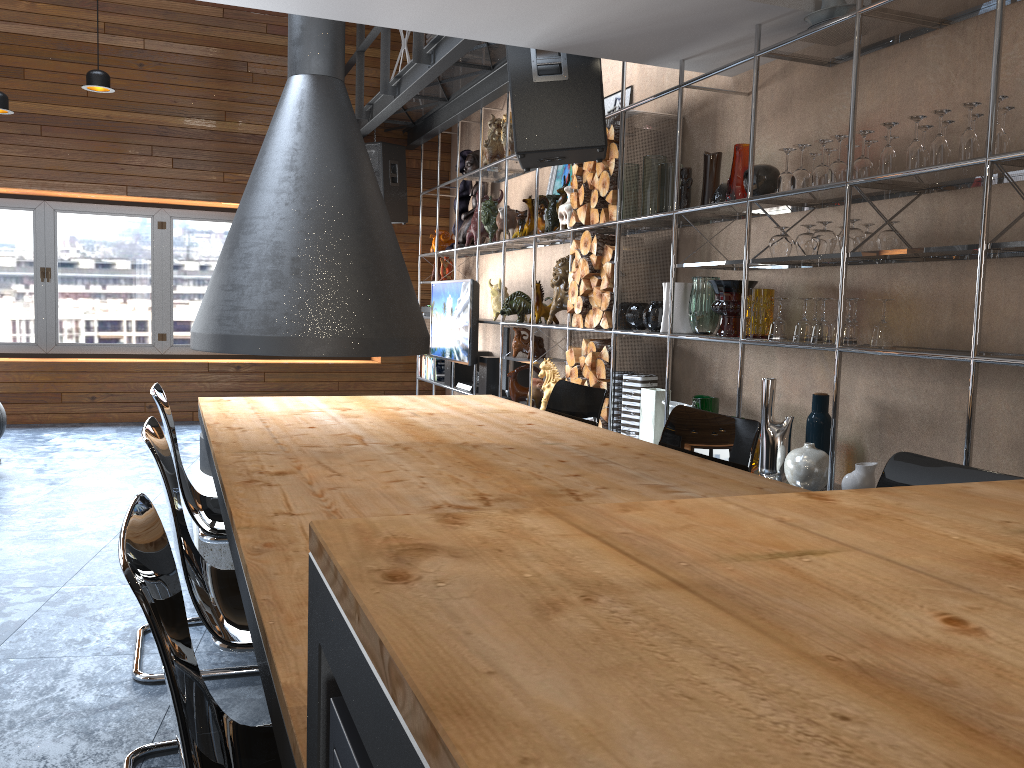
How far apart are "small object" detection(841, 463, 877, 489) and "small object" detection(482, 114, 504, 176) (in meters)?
4.38

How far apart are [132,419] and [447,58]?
4.47m

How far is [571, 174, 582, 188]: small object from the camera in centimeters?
501cm

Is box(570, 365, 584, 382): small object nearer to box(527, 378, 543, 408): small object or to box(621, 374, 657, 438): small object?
box(621, 374, 657, 438): small object

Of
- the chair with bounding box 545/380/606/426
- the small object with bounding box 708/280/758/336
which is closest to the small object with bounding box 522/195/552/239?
the small object with bounding box 708/280/758/336

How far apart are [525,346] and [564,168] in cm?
125

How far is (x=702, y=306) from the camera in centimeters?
401cm

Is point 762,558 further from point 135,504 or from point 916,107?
point 916,107

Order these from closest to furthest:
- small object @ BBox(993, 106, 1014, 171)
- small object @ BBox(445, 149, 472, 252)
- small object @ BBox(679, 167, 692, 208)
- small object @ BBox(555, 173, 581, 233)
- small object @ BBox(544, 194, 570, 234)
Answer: small object @ BBox(993, 106, 1014, 171), small object @ BBox(679, 167, 692, 208), small object @ BBox(555, 173, 581, 233), small object @ BBox(544, 194, 570, 234), small object @ BBox(445, 149, 472, 252)

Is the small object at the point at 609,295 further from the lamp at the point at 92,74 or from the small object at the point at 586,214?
the lamp at the point at 92,74
